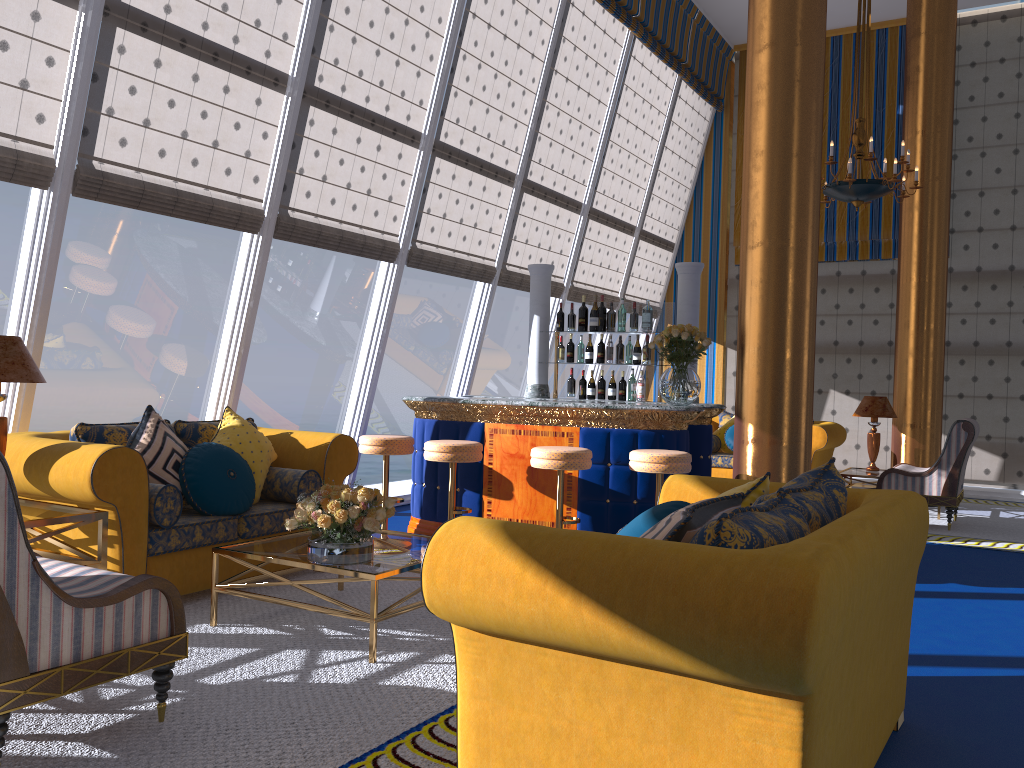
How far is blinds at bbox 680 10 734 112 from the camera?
11.16m

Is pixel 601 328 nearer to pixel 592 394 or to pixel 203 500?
pixel 592 394

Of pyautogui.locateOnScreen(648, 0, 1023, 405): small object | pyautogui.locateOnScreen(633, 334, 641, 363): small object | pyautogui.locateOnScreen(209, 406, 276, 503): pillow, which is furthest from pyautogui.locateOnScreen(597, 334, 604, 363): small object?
pyautogui.locateOnScreen(209, 406, 276, 503): pillow

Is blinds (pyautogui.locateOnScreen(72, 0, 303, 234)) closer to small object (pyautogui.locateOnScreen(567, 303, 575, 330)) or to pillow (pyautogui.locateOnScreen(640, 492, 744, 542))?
small object (pyautogui.locateOnScreen(567, 303, 575, 330))

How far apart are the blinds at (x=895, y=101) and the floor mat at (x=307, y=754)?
8.33m

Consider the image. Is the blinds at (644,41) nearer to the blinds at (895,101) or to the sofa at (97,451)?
the blinds at (895,101)

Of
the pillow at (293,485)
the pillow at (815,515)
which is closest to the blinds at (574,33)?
the pillow at (293,485)

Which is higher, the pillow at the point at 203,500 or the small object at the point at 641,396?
the small object at the point at 641,396

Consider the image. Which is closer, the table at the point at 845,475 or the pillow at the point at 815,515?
the pillow at the point at 815,515

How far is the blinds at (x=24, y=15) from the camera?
4.52m
